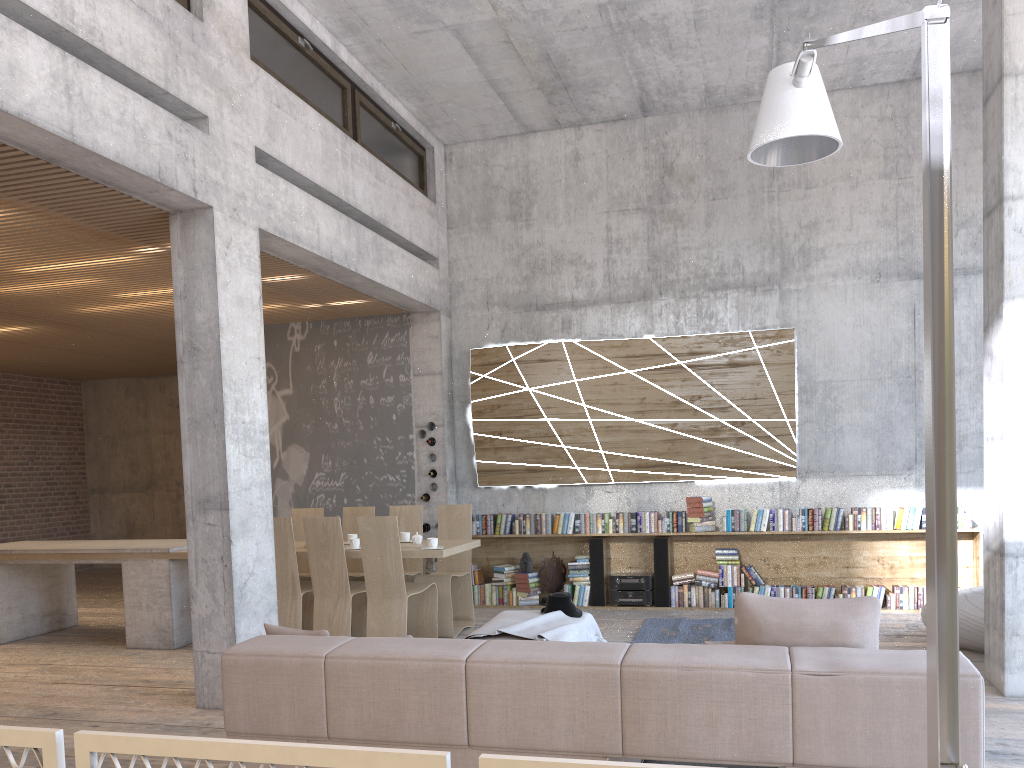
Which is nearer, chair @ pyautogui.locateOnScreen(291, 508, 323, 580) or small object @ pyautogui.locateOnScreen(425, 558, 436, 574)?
chair @ pyautogui.locateOnScreen(291, 508, 323, 580)

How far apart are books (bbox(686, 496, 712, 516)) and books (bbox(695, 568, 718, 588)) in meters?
0.6

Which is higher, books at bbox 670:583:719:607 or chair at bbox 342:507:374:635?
chair at bbox 342:507:374:635

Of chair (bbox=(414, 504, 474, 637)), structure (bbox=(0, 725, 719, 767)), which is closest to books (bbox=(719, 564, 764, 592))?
chair (bbox=(414, 504, 474, 637))

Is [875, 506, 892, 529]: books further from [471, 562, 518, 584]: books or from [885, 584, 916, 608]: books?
[471, 562, 518, 584]: books

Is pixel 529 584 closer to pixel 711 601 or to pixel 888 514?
pixel 711 601

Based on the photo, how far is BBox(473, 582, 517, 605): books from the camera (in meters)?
9.37

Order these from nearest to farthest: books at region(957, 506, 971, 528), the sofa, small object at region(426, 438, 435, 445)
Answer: the sofa, books at region(957, 506, 971, 528), small object at region(426, 438, 435, 445)

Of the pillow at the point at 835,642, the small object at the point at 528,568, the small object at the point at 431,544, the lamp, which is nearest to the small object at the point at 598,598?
the small object at the point at 528,568

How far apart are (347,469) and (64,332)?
3.7m
